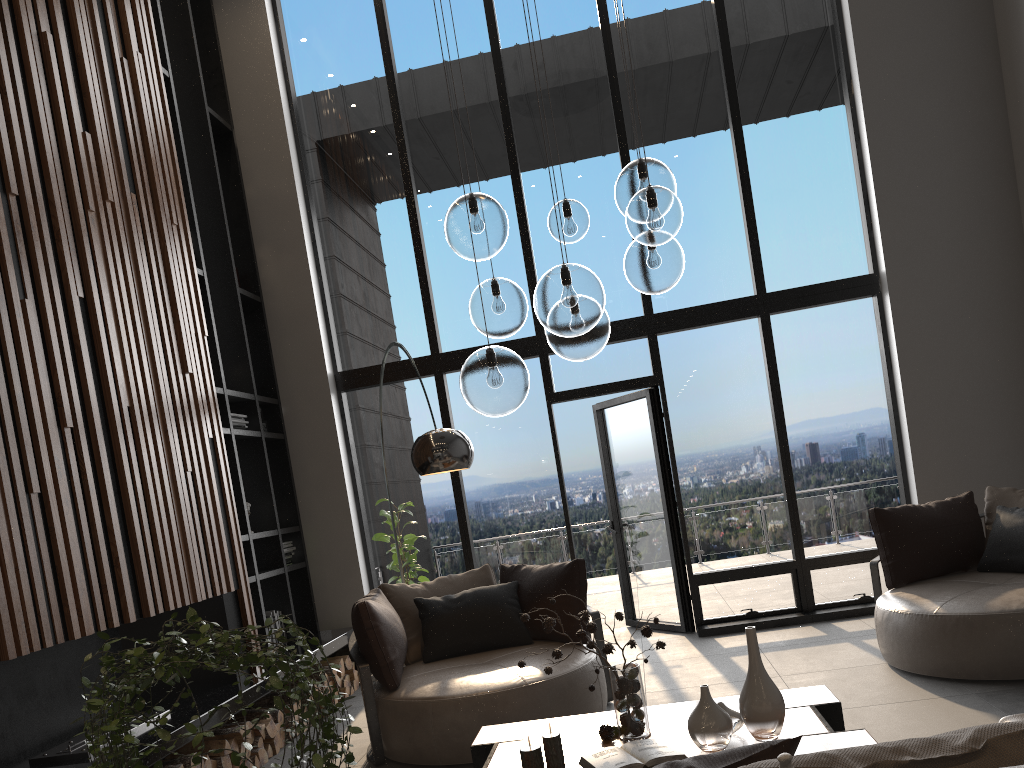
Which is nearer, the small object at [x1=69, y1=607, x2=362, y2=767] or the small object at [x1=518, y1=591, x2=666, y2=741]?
the small object at [x1=69, y1=607, x2=362, y2=767]

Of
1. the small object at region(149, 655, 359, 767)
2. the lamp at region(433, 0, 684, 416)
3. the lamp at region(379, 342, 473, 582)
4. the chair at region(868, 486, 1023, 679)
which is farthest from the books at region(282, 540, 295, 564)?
the chair at region(868, 486, 1023, 679)

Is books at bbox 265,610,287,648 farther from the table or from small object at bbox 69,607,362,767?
small object at bbox 69,607,362,767

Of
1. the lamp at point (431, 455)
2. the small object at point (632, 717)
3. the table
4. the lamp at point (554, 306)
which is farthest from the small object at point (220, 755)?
the lamp at point (554, 306)

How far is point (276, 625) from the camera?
6.3m

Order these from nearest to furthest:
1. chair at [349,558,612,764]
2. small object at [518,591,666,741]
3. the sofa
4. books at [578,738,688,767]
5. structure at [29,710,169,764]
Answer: the sofa < books at [578,738,688,767] < small object at [518,591,666,741] < structure at [29,710,169,764] < chair at [349,558,612,764]

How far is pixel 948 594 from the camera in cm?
468

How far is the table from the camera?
2.9m

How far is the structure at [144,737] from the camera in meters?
4.0 m

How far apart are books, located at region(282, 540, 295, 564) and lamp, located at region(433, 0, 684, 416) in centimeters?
386cm
